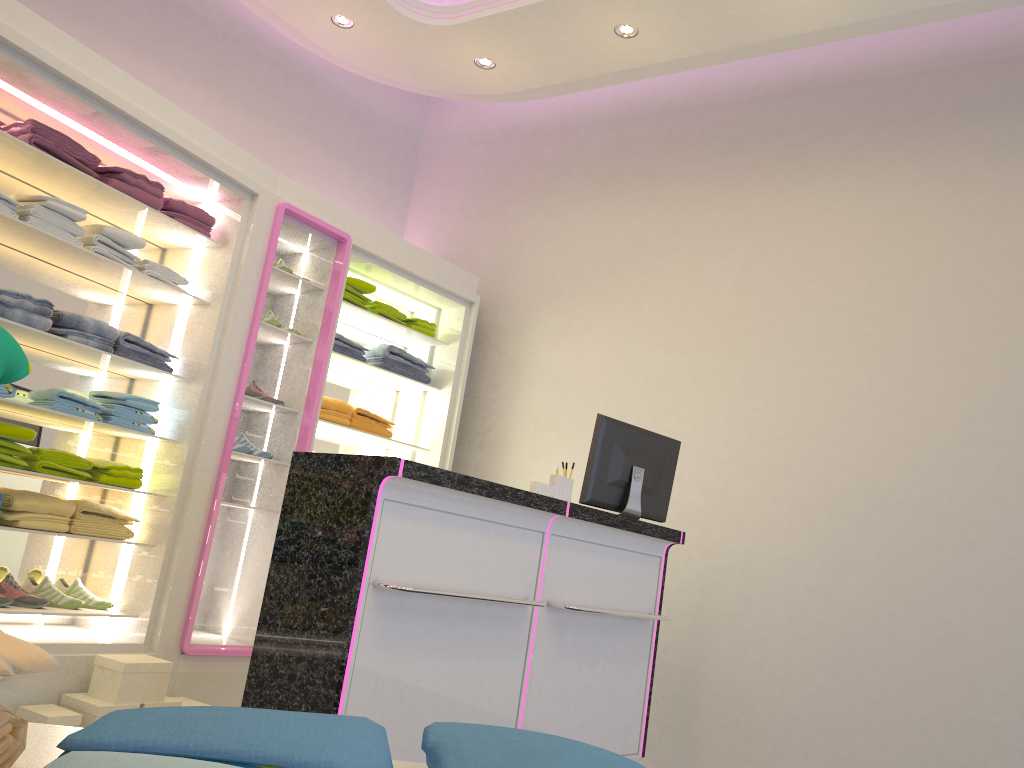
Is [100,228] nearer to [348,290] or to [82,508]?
[82,508]

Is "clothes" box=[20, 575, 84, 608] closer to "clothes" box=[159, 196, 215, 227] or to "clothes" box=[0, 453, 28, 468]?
"clothes" box=[0, 453, 28, 468]

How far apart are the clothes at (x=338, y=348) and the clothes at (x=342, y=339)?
0.04m

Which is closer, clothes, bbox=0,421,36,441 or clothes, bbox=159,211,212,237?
clothes, bbox=0,421,36,441

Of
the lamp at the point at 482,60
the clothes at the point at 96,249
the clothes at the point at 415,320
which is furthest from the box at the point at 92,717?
the lamp at the point at 482,60

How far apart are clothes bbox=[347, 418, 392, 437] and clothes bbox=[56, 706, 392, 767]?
4.7m

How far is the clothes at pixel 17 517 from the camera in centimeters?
359cm

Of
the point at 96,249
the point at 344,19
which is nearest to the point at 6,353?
the point at 96,249

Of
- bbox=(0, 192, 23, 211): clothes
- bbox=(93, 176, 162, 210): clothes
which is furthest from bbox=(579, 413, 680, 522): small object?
bbox=(0, 192, 23, 211): clothes

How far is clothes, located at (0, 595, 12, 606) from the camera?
3.60m
